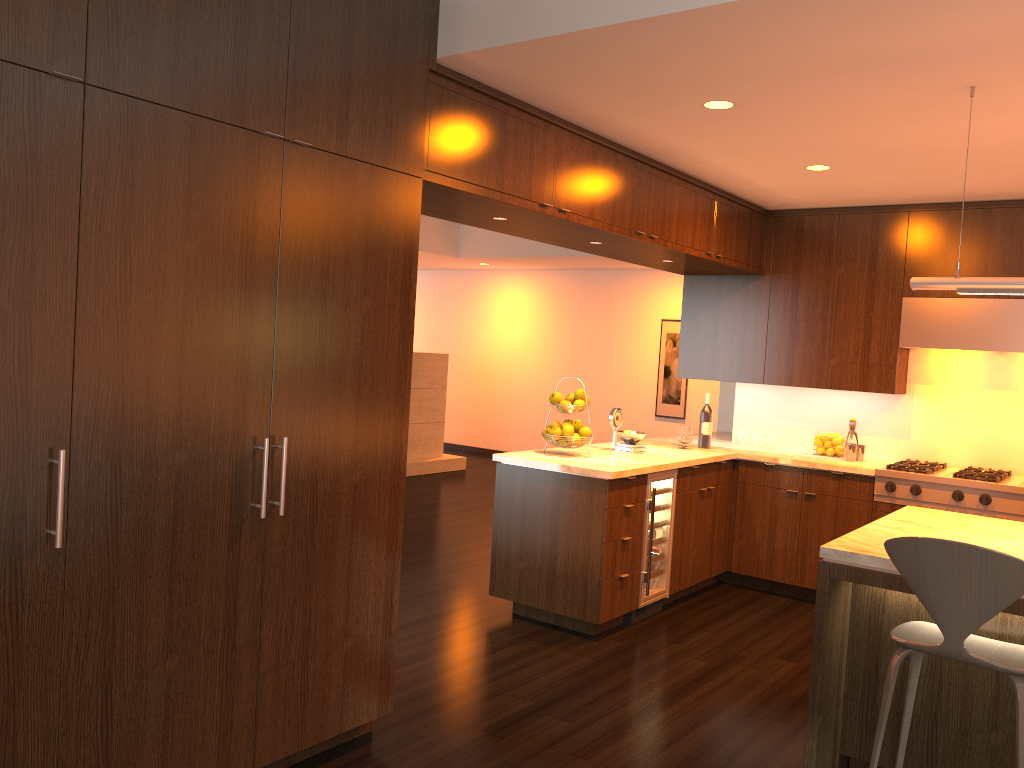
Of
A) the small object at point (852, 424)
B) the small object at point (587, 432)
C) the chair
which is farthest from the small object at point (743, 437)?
the chair

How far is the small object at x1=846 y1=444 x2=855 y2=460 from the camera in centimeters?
580cm

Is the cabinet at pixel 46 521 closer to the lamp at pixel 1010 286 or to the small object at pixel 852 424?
the small object at pixel 852 424

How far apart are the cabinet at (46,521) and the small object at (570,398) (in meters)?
0.55

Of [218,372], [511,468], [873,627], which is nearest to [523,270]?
[511,468]

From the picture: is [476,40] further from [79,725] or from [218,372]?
[79,725]

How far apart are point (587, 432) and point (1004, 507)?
2.39m

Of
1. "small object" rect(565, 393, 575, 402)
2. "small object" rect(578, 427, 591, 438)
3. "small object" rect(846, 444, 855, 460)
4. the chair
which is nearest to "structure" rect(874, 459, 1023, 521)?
"small object" rect(846, 444, 855, 460)

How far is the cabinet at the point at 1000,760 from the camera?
3.0m

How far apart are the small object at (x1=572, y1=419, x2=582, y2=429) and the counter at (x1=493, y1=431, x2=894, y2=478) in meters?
0.2
